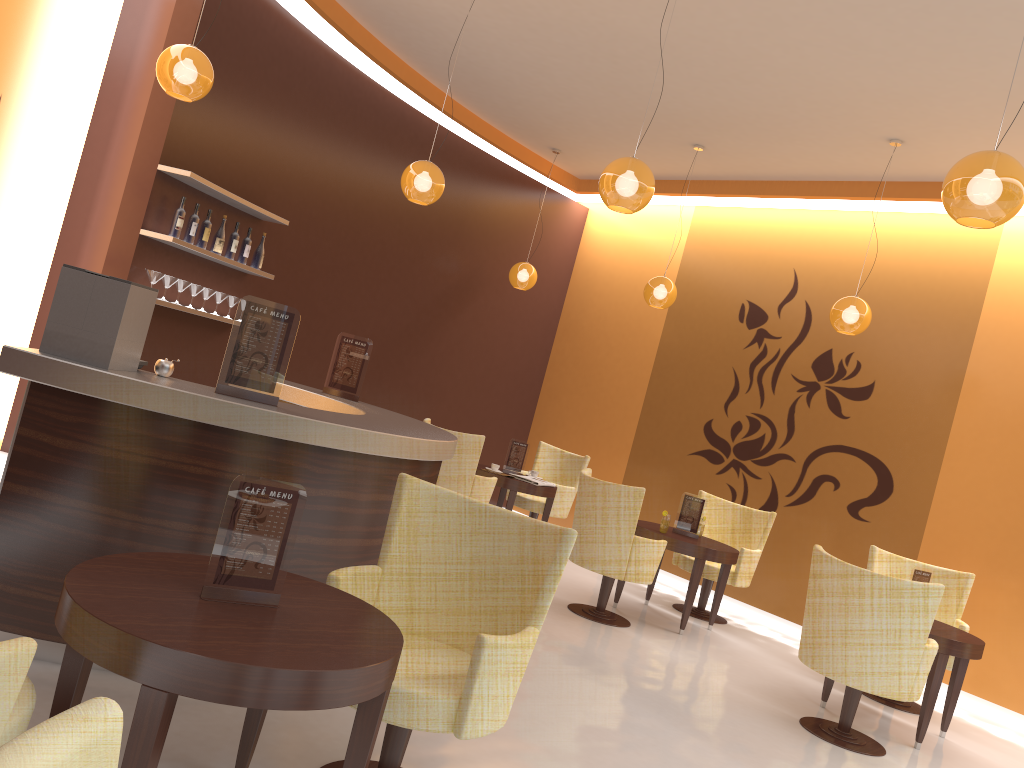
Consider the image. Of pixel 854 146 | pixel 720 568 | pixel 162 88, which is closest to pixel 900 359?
pixel 854 146

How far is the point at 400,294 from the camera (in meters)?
8.78

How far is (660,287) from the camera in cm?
782

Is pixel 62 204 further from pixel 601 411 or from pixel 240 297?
pixel 601 411

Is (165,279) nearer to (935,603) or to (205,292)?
(205,292)

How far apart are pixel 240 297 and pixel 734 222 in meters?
5.0 m

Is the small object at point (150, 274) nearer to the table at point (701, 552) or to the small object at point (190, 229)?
the small object at point (190, 229)

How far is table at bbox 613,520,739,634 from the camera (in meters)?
6.60

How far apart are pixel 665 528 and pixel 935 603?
2.34m

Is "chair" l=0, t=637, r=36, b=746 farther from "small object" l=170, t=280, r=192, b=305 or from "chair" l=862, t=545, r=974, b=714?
"chair" l=862, t=545, r=974, b=714
